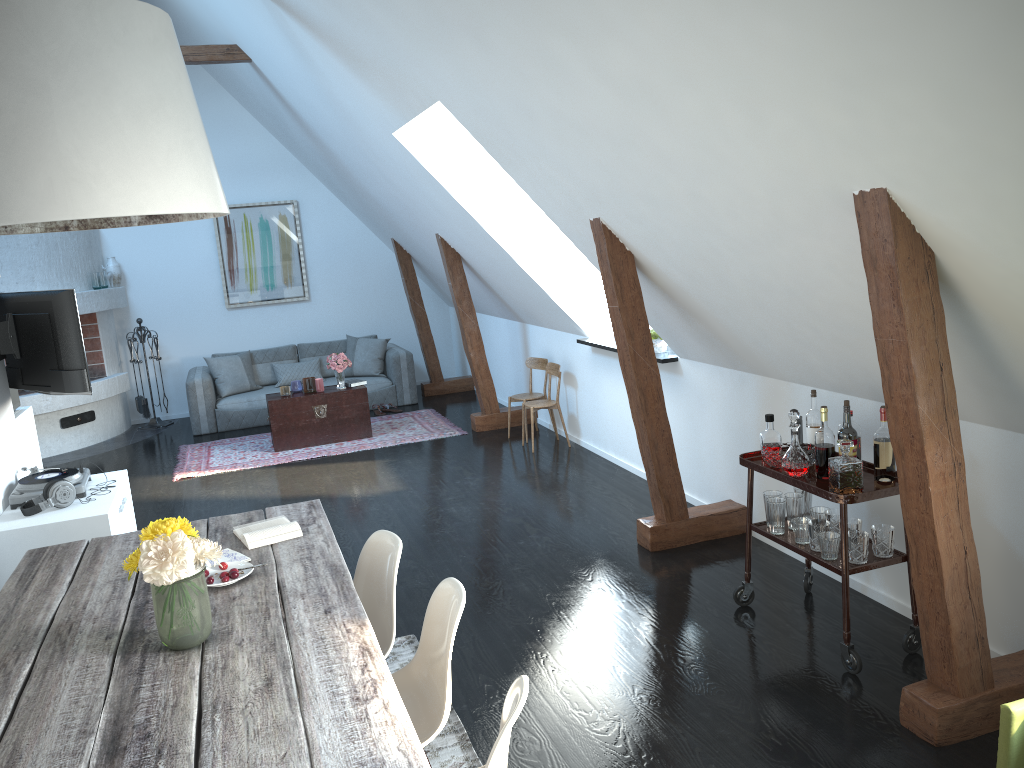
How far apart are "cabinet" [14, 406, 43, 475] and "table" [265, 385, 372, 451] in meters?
2.3 m

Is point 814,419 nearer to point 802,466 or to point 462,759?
point 802,466

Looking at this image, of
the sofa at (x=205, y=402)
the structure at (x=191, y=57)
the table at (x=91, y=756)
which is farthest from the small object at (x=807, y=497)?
the sofa at (x=205, y=402)

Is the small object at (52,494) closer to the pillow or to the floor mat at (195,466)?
the floor mat at (195,466)

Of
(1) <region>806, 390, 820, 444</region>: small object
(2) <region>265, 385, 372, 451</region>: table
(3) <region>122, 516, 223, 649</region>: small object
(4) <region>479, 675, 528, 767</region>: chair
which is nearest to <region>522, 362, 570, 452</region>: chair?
(2) <region>265, 385, 372, 451</region>: table

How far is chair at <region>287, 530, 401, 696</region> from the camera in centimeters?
311cm

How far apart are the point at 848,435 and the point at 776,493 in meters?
0.6

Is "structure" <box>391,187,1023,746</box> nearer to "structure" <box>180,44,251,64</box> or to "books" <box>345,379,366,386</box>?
"books" <box>345,379,366,386</box>

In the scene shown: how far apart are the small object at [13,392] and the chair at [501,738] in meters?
5.1

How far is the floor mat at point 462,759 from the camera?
3.16m
